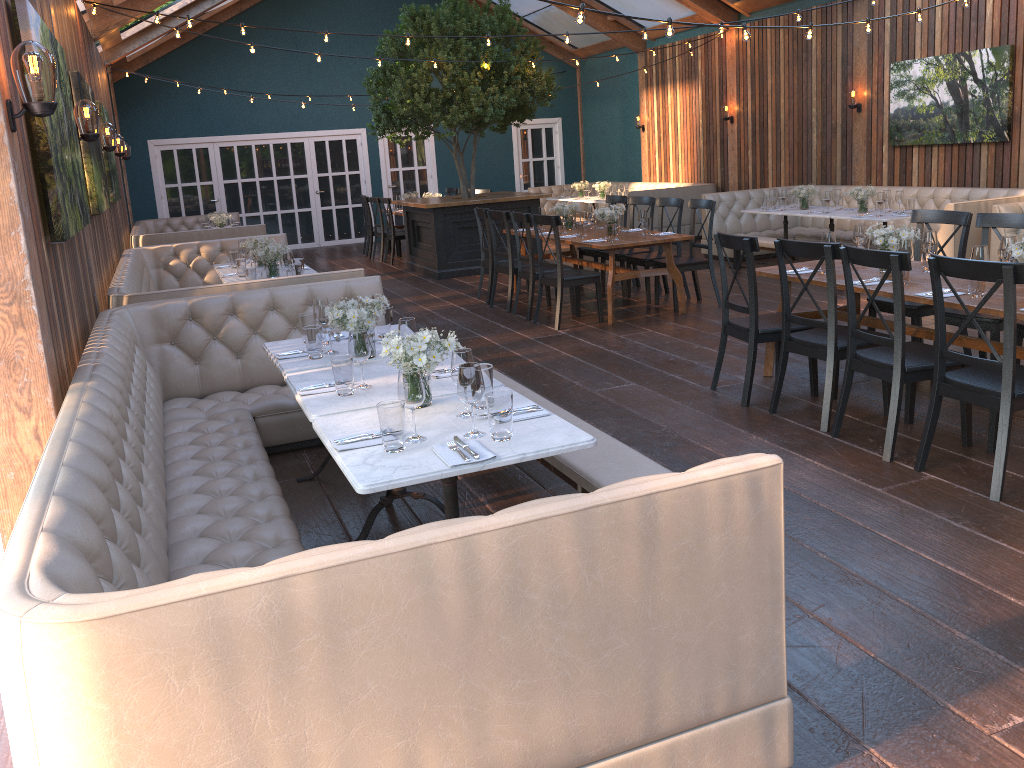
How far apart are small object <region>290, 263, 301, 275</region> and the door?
10.3m

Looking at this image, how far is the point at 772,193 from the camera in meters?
10.8 m

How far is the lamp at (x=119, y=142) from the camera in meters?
10.6

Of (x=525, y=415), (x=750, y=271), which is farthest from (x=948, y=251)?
(x=525, y=415)

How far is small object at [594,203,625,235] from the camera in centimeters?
834cm

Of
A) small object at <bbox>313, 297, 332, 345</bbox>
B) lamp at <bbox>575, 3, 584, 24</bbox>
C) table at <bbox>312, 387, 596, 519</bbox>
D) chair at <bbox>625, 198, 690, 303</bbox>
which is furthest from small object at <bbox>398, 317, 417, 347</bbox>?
chair at <bbox>625, 198, 690, 303</bbox>

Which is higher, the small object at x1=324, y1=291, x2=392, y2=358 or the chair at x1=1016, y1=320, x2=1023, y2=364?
the small object at x1=324, y1=291, x2=392, y2=358

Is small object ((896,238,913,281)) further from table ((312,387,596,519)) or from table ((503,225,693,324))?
table ((503,225,693,324))

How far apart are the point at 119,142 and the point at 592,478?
9.36m

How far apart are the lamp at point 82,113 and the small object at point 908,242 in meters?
4.9 m
